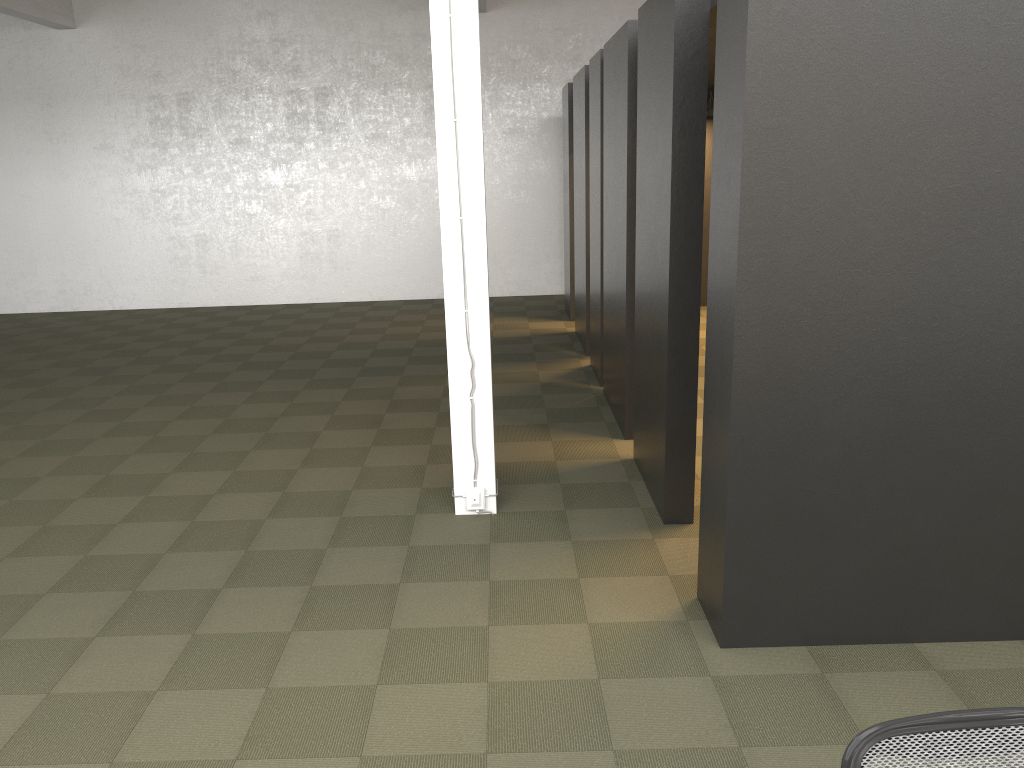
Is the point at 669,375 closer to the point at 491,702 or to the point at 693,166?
the point at 693,166

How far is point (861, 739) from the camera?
1.6m

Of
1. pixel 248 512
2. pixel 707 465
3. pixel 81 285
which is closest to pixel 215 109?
pixel 81 285

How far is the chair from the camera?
1.63m

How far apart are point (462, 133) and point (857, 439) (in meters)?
2.56

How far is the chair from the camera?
1.63m
